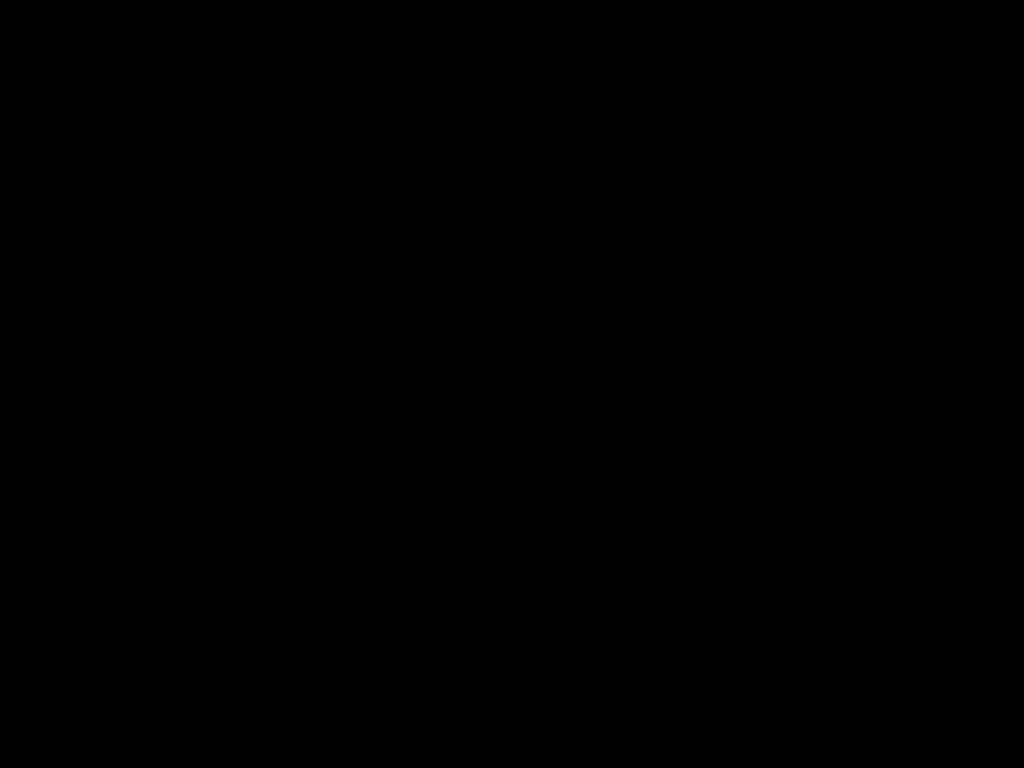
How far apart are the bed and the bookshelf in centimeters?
2cm

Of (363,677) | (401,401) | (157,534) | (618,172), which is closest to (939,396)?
(618,172)

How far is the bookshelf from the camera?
2.51m

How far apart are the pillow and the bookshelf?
0.05m

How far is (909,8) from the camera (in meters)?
0.23

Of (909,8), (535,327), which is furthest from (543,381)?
(909,8)

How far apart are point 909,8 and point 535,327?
2.27m

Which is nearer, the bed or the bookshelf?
the bed

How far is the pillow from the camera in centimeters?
250cm

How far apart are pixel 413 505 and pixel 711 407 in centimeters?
71cm
